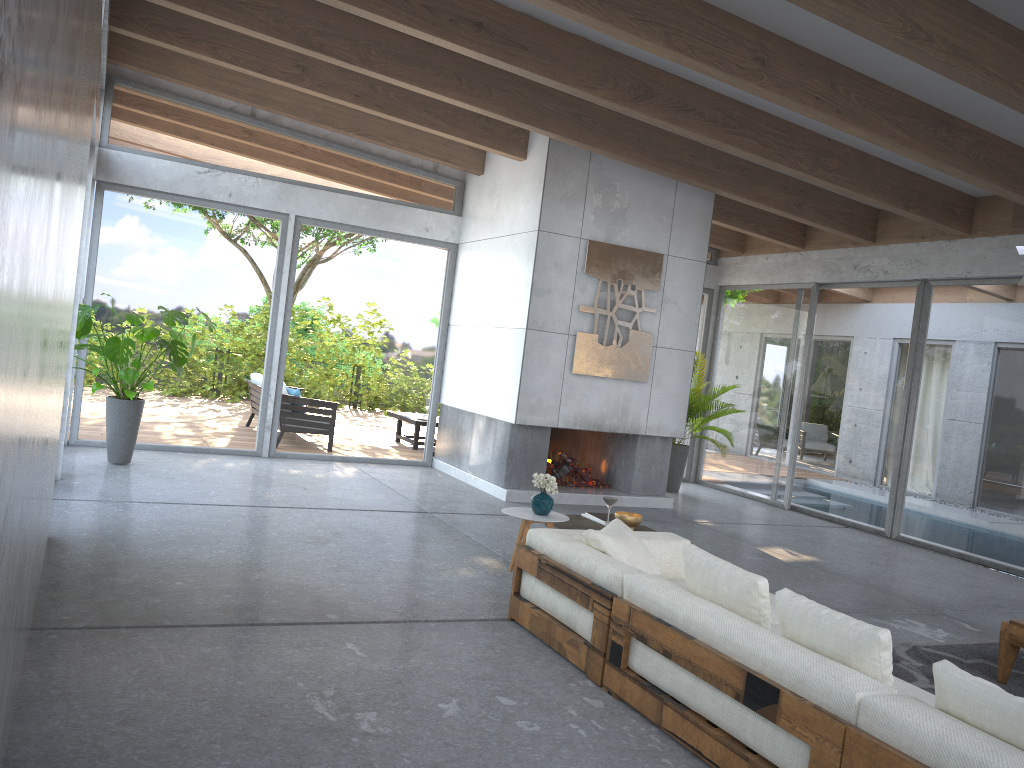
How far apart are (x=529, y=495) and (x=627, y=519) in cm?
348

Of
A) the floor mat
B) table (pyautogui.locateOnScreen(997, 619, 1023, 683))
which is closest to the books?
the floor mat

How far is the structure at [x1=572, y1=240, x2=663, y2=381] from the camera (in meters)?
8.94

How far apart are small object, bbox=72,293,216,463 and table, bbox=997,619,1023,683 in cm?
647

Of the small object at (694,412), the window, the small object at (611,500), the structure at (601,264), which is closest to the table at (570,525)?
the small object at (611,500)

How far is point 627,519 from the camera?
5.4m

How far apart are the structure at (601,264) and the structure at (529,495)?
1.14m

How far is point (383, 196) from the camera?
10.16m

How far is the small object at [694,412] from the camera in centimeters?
1070cm

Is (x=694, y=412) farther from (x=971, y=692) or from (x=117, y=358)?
(x=971, y=692)
